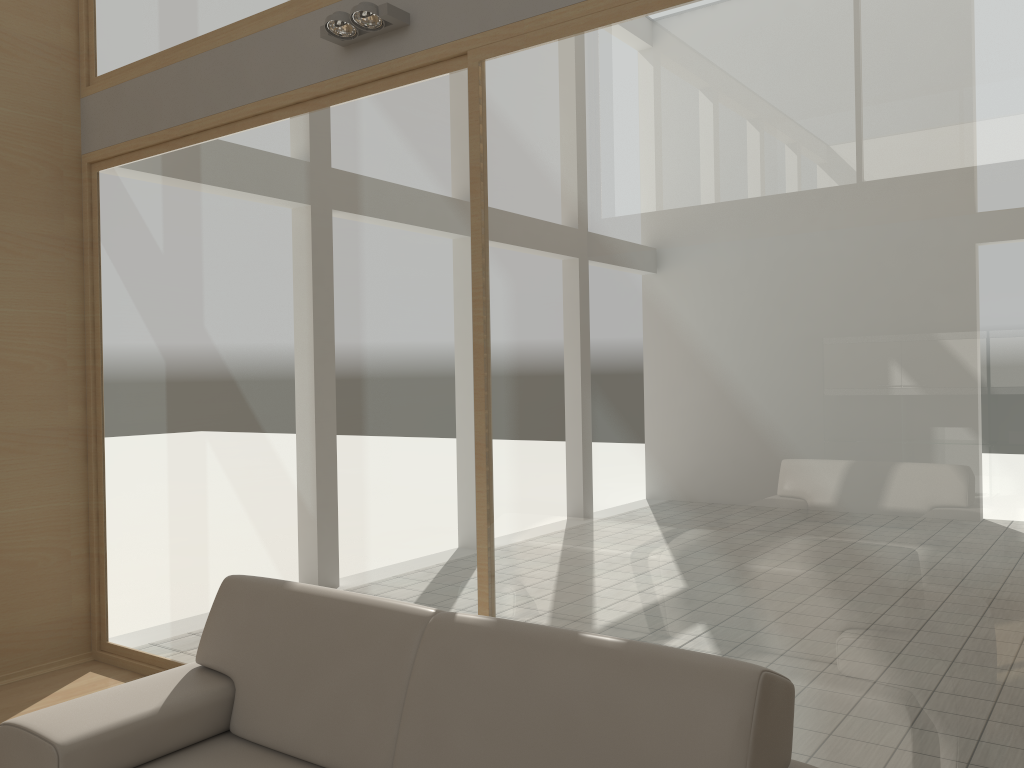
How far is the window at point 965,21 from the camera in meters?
2.3 m

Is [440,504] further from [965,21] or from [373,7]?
[965,21]

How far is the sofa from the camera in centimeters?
186cm

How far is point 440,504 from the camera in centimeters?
336cm

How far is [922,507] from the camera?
2.4m

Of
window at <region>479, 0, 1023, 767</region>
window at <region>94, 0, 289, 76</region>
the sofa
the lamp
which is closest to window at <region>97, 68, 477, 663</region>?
window at <region>479, 0, 1023, 767</region>

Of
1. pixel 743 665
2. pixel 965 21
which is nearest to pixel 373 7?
pixel 965 21

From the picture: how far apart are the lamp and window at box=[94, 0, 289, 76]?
0.56m

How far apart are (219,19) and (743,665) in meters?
3.7 m

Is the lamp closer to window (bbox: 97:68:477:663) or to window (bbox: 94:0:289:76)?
window (bbox: 97:68:477:663)
